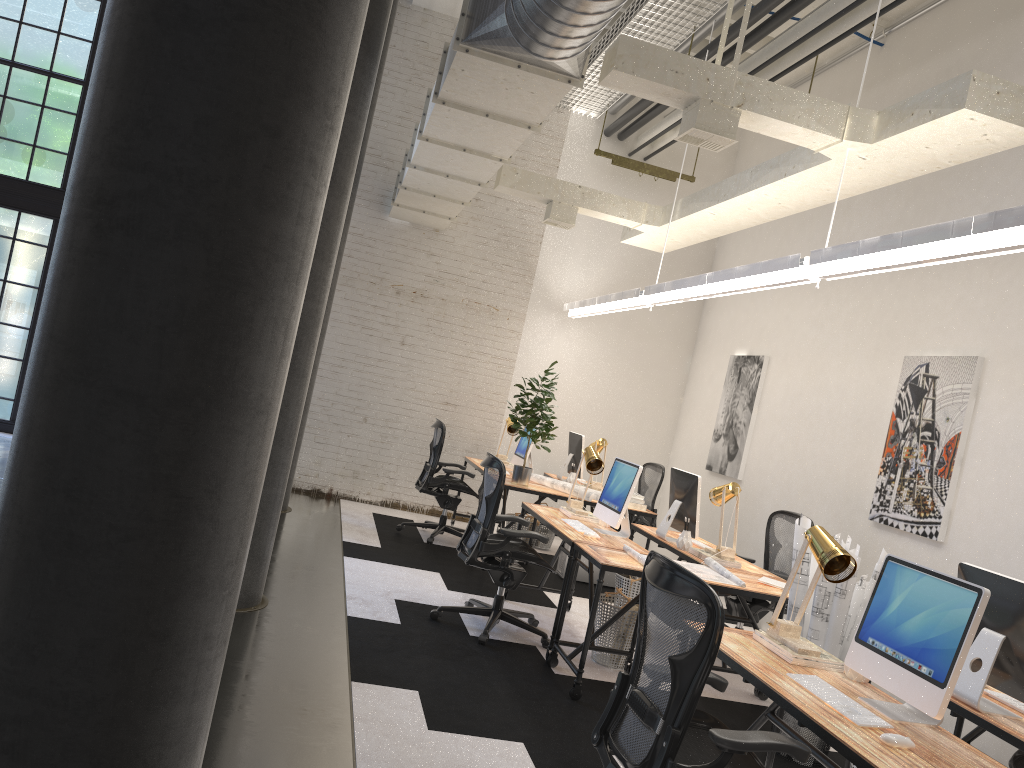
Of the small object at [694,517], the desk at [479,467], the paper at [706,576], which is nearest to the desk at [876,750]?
the paper at [706,576]

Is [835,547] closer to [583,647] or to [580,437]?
[583,647]

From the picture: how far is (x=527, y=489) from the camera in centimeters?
719cm

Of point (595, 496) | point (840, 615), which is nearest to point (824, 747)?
point (840, 615)

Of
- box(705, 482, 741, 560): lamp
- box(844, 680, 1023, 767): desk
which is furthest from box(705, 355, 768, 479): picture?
box(844, 680, 1023, 767): desk

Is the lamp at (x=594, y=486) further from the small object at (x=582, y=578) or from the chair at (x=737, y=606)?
the chair at (x=737, y=606)

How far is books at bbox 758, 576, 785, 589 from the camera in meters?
5.0 m

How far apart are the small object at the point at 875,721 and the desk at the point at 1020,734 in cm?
61

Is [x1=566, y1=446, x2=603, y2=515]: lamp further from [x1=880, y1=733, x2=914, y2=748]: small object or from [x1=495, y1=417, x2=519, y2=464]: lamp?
[x1=880, y1=733, x2=914, y2=748]: small object

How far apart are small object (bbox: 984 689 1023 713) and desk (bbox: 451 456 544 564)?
5.2m
